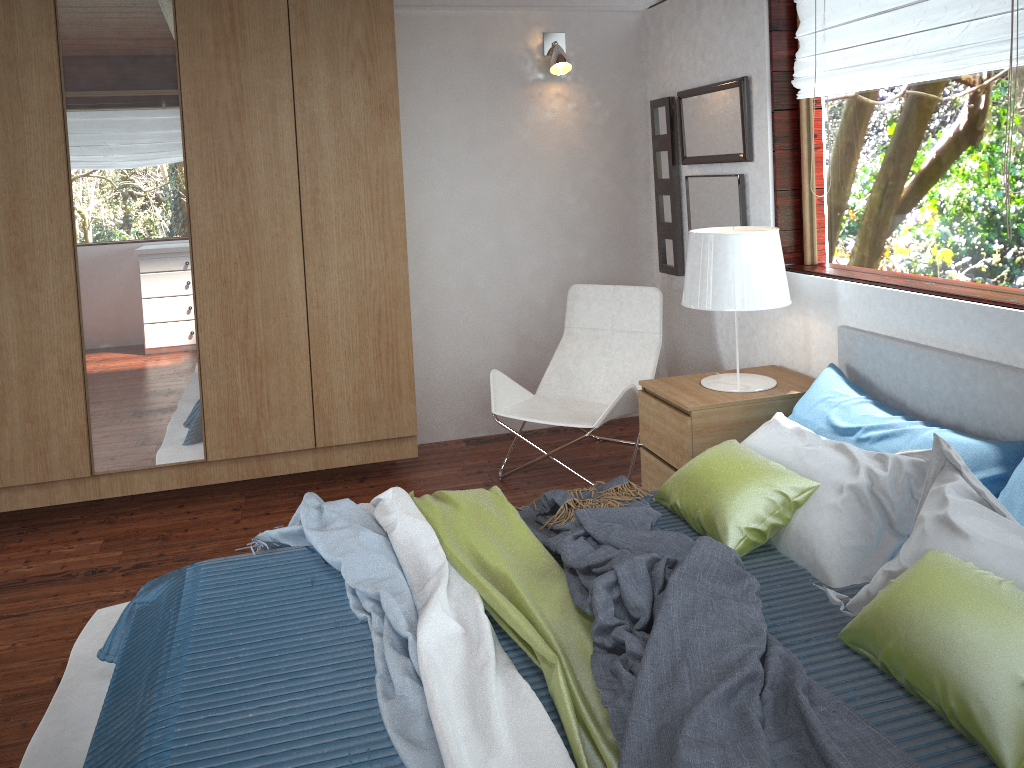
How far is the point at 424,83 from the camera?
4.2m

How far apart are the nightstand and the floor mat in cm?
199

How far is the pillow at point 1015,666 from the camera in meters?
1.6

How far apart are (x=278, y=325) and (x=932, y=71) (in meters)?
2.59

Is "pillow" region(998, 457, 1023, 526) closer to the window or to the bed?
the bed

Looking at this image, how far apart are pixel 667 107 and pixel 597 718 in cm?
321

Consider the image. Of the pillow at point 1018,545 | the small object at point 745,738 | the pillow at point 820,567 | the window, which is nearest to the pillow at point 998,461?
the pillow at point 820,567

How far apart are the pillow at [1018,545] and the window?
0.7 meters

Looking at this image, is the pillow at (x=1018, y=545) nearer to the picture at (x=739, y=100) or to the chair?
the chair

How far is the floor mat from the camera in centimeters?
223cm
